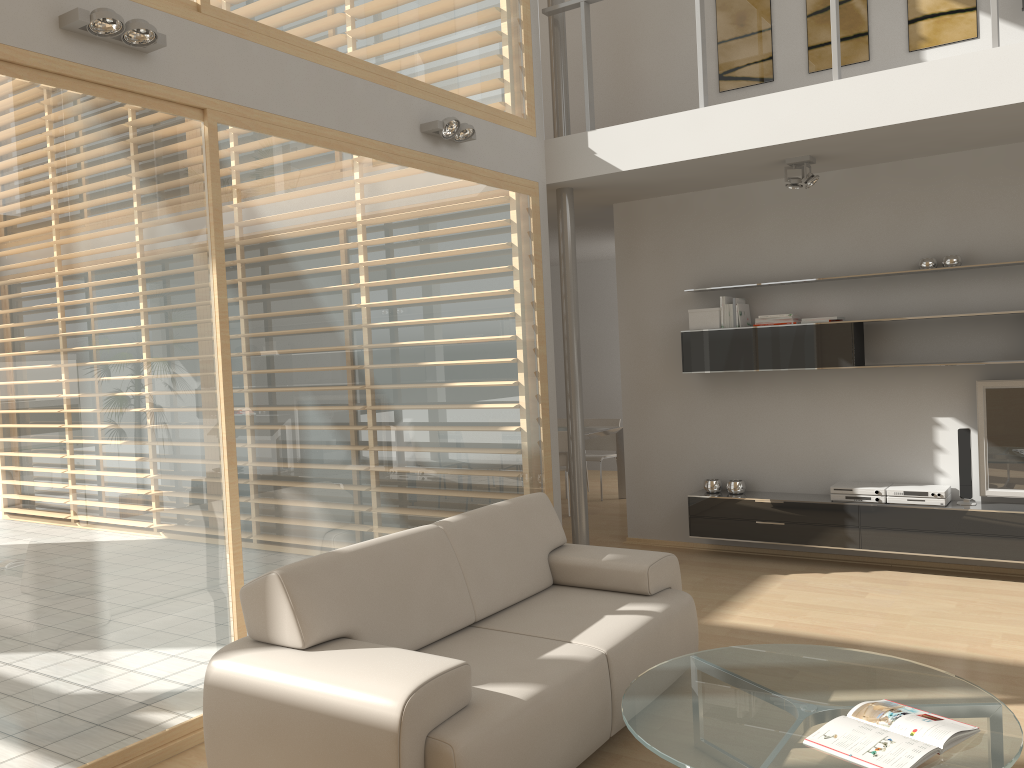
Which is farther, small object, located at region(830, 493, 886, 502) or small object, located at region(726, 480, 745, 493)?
small object, located at region(726, 480, 745, 493)

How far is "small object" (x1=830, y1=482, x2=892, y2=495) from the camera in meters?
5.8 m

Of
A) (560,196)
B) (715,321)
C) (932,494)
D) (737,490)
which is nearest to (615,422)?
(737,490)

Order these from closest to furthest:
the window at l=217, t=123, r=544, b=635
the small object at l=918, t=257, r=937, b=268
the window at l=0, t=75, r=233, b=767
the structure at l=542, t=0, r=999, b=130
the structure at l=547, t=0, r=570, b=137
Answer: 1. the window at l=0, t=75, r=233, b=767
2. the window at l=217, t=123, r=544, b=635
3. the structure at l=542, t=0, r=999, b=130
4. the small object at l=918, t=257, r=937, b=268
5. the structure at l=547, t=0, r=570, b=137

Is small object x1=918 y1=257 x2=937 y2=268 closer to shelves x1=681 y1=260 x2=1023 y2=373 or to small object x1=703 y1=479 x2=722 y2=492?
shelves x1=681 y1=260 x2=1023 y2=373

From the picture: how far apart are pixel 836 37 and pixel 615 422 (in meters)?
5.14

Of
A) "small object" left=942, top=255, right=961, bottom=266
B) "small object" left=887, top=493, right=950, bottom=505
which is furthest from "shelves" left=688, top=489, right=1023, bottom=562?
"small object" left=942, top=255, right=961, bottom=266

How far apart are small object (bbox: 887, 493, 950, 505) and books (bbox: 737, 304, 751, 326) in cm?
153

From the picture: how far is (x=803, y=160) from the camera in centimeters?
555cm

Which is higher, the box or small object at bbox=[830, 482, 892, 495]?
the box
